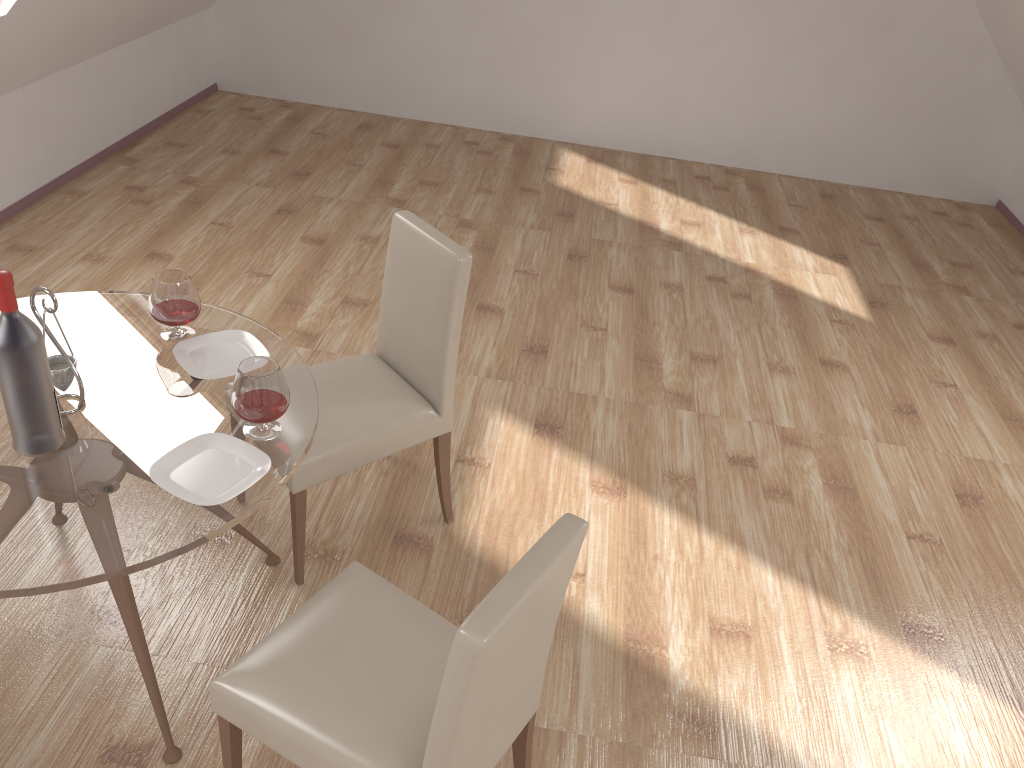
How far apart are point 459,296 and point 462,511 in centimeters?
87cm

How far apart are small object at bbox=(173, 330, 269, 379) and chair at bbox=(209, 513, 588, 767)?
0.6 meters

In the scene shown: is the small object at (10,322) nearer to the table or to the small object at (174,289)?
the table

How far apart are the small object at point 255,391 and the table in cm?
2

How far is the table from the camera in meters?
1.8 m

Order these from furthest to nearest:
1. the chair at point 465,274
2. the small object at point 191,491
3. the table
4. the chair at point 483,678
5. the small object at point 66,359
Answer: the chair at point 465,274 < the small object at point 66,359 < the small object at point 191,491 < the table < the chair at point 483,678

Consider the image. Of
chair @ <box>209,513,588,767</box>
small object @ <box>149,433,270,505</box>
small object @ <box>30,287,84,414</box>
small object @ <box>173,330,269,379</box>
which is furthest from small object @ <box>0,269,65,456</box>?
chair @ <box>209,513,588,767</box>

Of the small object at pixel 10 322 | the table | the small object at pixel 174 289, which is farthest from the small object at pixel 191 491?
the small object at pixel 174 289

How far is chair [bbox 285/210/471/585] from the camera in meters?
2.6

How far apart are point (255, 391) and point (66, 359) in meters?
0.5
